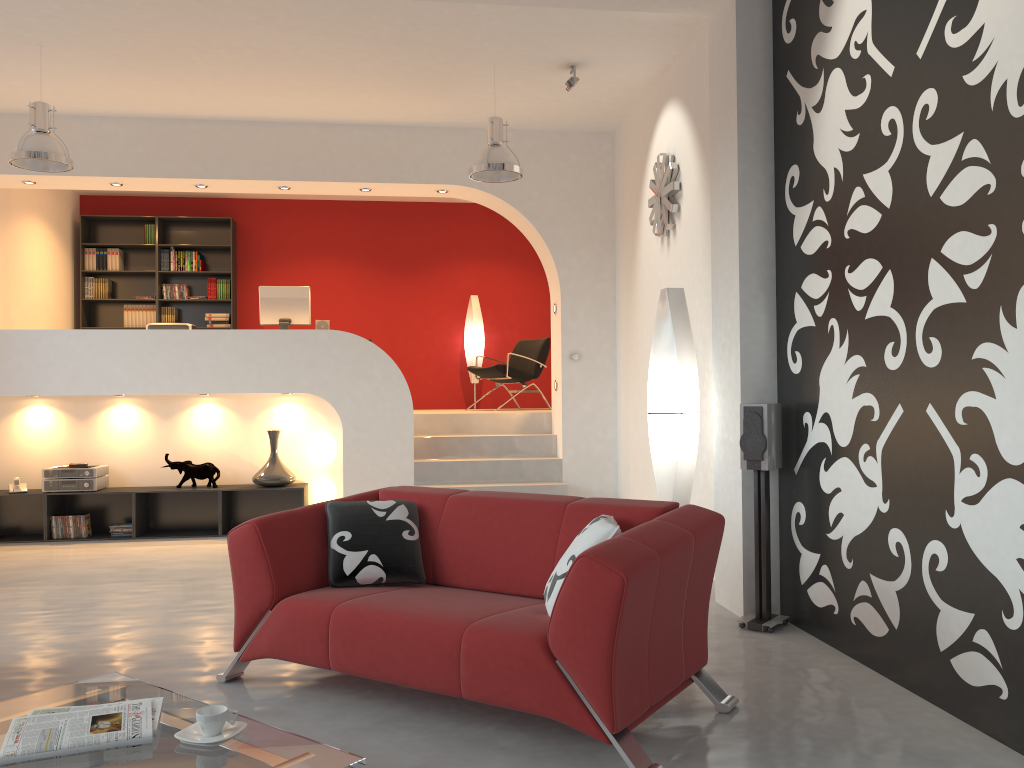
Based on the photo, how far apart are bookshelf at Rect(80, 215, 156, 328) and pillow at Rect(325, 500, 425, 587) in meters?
7.2 m

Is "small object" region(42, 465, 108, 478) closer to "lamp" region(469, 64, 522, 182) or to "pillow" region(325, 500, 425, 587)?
"lamp" region(469, 64, 522, 182)

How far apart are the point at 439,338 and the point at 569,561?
7.7m

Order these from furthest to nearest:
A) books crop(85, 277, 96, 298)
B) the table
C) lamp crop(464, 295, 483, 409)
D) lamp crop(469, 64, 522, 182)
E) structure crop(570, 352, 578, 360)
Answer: lamp crop(464, 295, 483, 409)
books crop(85, 277, 96, 298)
structure crop(570, 352, 578, 360)
lamp crop(469, 64, 522, 182)
the table

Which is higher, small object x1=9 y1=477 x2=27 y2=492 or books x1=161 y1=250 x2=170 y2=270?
books x1=161 y1=250 x2=170 y2=270

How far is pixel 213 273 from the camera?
10.1m

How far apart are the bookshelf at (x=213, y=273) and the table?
7.7m

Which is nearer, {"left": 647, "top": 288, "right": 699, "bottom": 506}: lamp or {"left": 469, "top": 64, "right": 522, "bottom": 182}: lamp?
{"left": 647, "top": 288, "right": 699, "bottom": 506}: lamp

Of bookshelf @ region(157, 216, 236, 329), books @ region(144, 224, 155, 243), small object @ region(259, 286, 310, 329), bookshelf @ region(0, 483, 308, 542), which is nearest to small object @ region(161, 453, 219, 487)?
bookshelf @ region(0, 483, 308, 542)

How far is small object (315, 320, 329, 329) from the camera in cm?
820
